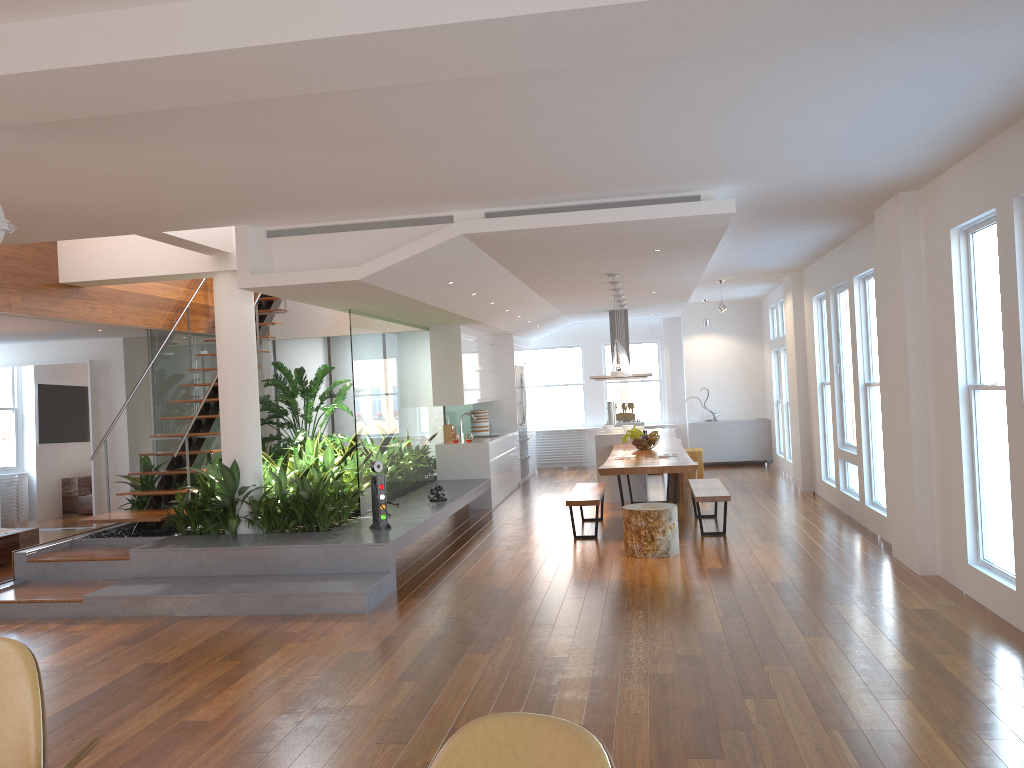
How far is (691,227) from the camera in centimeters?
619cm

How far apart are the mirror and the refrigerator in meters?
6.0 m

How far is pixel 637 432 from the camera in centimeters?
975cm

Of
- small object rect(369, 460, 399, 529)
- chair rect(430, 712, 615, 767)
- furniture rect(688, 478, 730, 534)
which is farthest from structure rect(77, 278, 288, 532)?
chair rect(430, 712, 615, 767)

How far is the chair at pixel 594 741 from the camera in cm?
189

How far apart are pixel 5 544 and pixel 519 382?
7.26m

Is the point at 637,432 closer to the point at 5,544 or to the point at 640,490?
the point at 640,490

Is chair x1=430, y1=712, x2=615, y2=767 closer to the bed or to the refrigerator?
the bed

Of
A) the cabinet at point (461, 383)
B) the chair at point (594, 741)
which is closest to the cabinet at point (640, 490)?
the cabinet at point (461, 383)

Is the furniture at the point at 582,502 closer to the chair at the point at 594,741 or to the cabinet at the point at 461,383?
the cabinet at the point at 461,383
